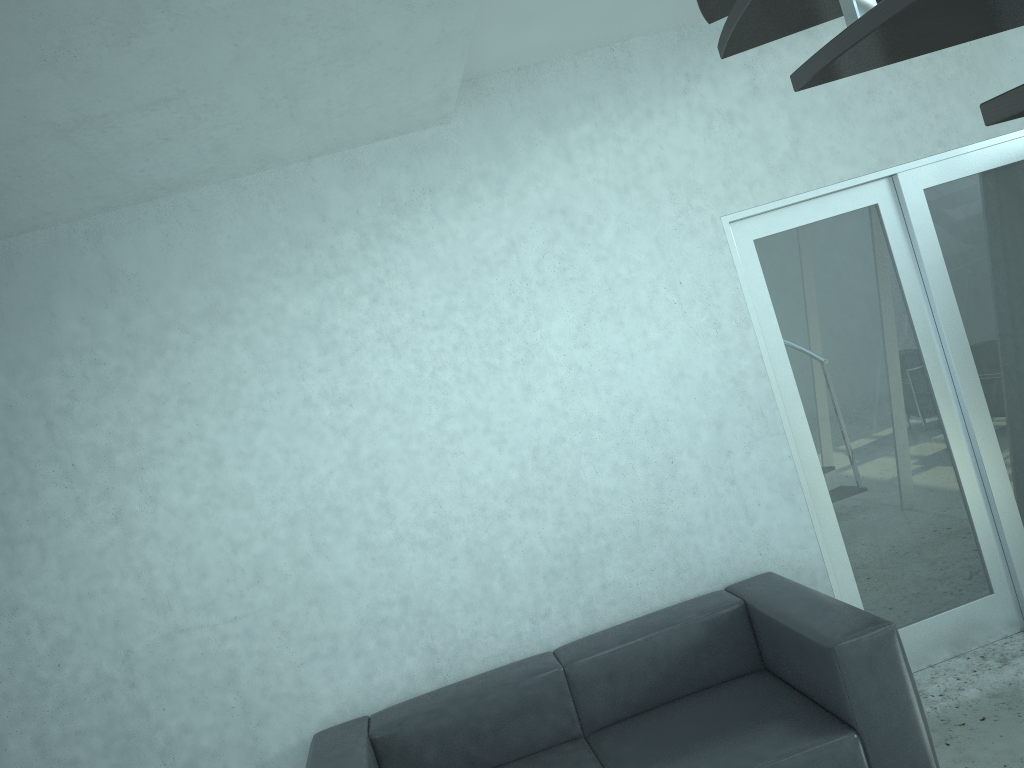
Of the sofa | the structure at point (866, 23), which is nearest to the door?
the sofa

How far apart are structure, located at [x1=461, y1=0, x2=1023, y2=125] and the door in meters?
0.9 m

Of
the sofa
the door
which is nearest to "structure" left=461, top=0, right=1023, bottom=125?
the door

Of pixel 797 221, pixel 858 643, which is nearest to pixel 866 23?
pixel 858 643

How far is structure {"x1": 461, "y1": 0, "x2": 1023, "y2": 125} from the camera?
1.05m

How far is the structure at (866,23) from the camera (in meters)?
1.05

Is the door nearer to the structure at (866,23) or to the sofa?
the sofa

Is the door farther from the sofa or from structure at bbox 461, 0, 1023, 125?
structure at bbox 461, 0, 1023, 125

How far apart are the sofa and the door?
0.4m

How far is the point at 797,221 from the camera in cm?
384
